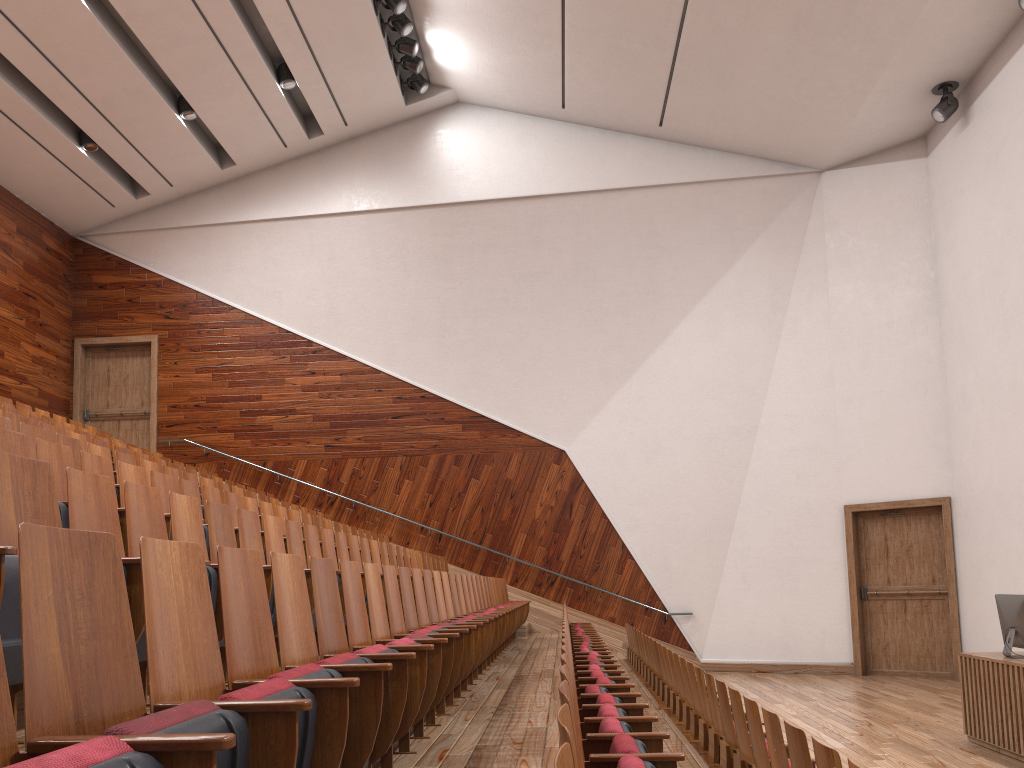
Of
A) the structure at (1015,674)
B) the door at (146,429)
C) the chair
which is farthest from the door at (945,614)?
the door at (146,429)

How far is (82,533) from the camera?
0.2m

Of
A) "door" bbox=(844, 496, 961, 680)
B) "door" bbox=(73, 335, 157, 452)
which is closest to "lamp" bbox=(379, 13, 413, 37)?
"door" bbox=(73, 335, 157, 452)

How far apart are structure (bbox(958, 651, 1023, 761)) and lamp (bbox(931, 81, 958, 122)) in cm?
71

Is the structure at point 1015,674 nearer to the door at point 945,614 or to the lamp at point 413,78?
the door at point 945,614

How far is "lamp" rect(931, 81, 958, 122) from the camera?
1.1 meters

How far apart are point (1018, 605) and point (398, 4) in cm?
102

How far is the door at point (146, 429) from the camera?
1.4 meters

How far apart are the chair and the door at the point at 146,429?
0.2 meters

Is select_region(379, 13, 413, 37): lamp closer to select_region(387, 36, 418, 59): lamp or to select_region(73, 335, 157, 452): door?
select_region(387, 36, 418, 59): lamp
